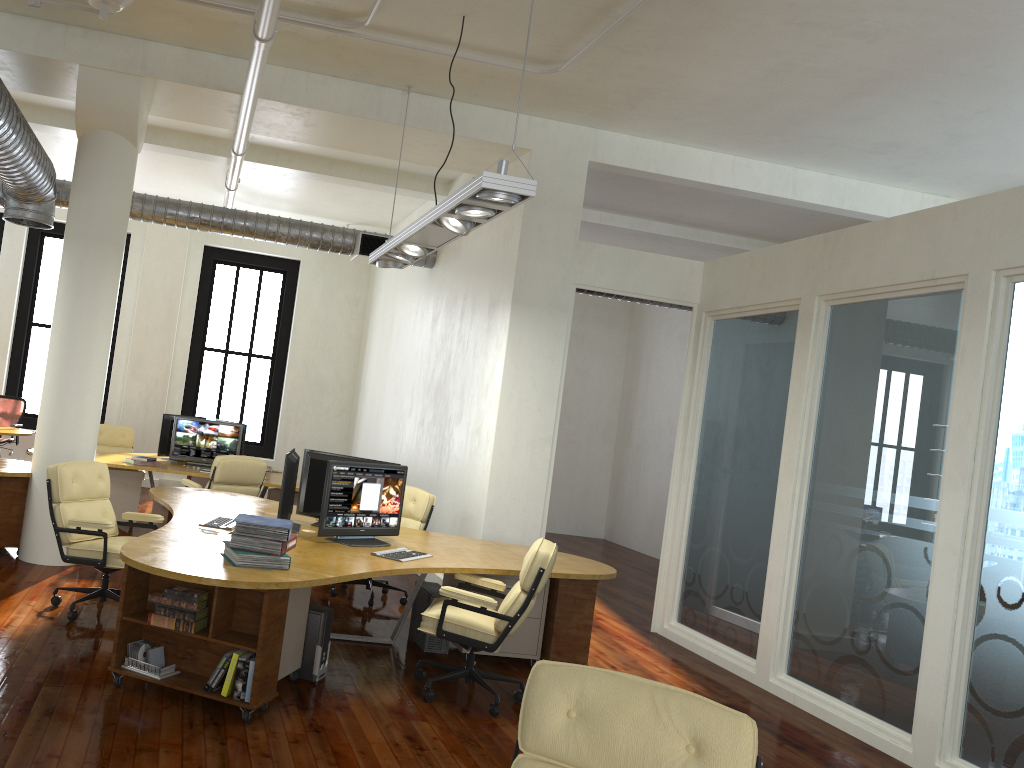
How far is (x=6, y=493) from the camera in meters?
7.5 m

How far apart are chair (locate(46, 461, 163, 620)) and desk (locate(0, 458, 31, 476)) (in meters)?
Result: 1.33

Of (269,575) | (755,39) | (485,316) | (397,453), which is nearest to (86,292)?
(485,316)

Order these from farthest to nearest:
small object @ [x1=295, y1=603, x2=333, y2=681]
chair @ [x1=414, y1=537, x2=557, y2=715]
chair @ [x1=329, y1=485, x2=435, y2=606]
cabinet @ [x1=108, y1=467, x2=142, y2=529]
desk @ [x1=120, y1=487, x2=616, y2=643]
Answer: cabinet @ [x1=108, y1=467, x2=142, y2=529], chair @ [x1=329, y1=485, x2=435, y2=606], small object @ [x1=295, y1=603, x2=333, y2=681], chair @ [x1=414, y1=537, x2=557, y2=715], desk @ [x1=120, y1=487, x2=616, y2=643]

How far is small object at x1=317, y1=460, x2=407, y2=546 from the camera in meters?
5.9 m

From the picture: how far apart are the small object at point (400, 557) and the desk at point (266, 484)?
3.6 meters

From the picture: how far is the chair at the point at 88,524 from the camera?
5.86m

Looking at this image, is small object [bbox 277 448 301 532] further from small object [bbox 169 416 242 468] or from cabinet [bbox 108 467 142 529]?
small object [bbox 169 416 242 468]

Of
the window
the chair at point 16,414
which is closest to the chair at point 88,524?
the chair at point 16,414

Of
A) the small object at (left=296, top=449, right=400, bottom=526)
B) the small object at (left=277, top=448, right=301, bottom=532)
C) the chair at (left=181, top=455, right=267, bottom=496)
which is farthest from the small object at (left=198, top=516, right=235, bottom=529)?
the chair at (left=181, top=455, right=267, bottom=496)
